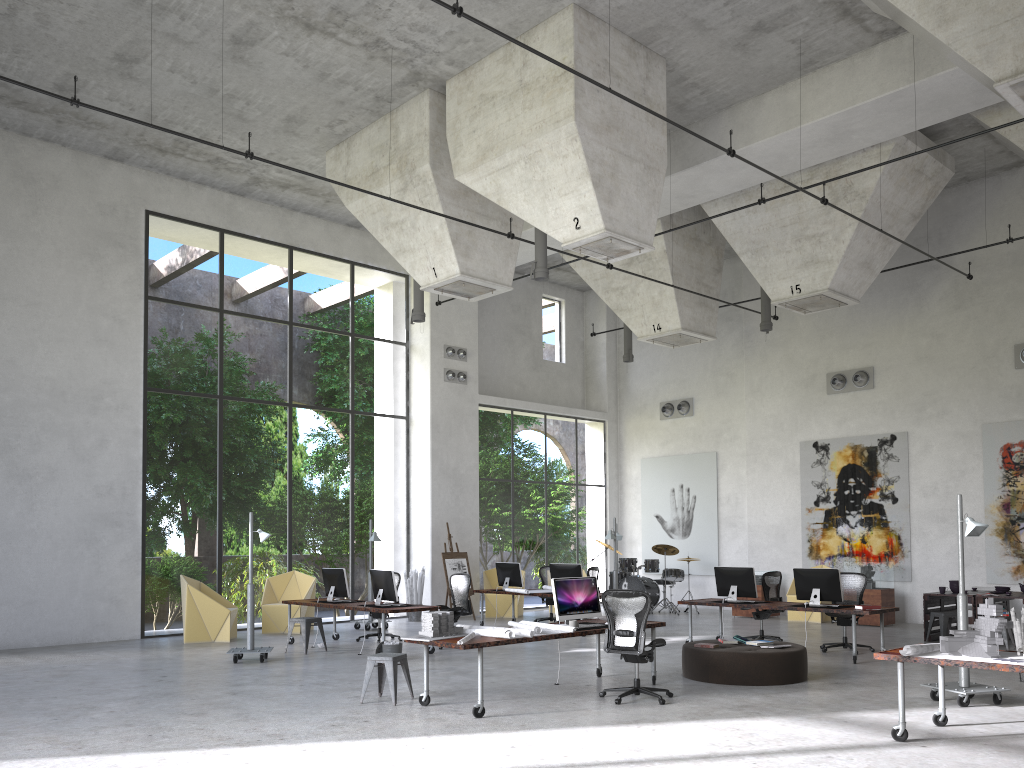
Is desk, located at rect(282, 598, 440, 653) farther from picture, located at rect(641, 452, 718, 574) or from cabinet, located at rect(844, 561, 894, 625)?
picture, located at rect(641, 452, 718, 574)

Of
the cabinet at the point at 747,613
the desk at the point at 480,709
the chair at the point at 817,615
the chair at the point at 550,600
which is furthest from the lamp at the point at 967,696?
the chair at the point at 550,600

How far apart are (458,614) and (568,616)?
4.5 meters

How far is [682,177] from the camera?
15.40m

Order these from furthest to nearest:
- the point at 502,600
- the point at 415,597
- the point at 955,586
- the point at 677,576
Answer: the point at 677,576 → the point at 502,600 → the point at 415,597 → the point at 955,586

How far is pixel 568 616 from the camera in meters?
9.7 m

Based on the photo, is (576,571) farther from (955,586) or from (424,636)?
(424,636)

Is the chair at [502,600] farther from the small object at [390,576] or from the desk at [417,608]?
the small object at [390,576]

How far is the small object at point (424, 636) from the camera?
8.7 meters

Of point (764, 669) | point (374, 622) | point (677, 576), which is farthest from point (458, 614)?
point (677, 576)
